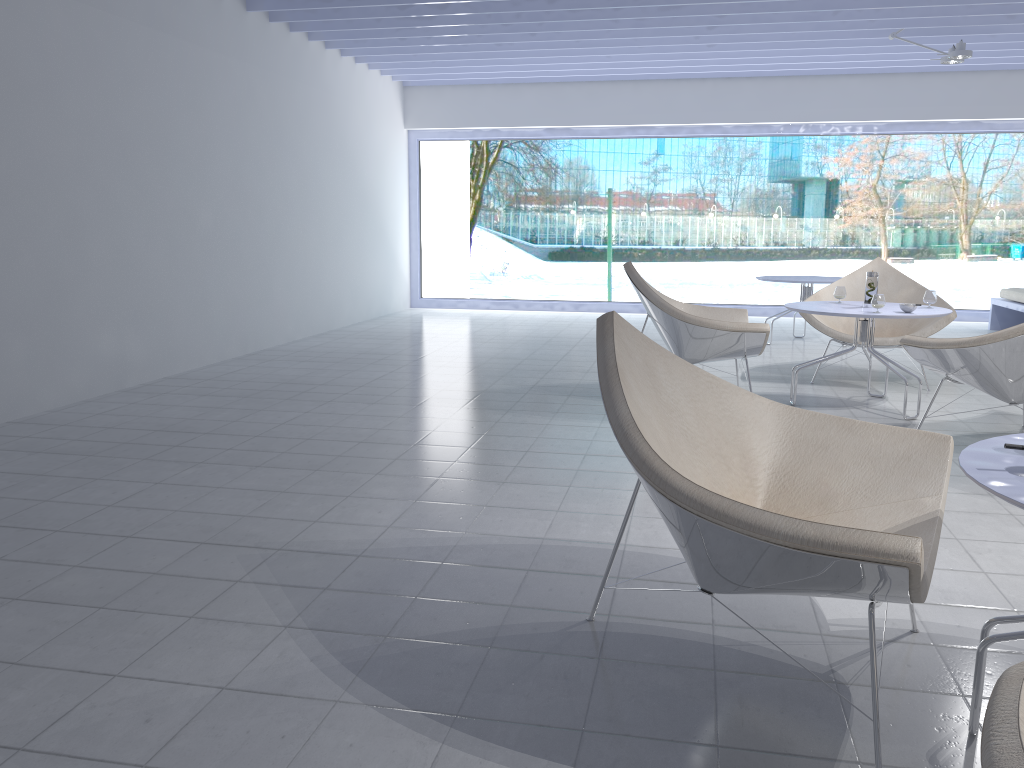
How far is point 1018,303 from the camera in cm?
777

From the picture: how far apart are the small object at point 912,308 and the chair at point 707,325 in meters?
0.7

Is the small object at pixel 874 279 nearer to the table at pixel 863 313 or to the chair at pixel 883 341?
the table at pixel 863 313

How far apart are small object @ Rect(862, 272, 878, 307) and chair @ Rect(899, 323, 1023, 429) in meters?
0.7

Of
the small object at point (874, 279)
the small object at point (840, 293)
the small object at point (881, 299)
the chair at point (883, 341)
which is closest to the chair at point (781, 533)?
the small object at point (881, 299)

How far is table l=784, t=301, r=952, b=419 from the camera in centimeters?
434cm

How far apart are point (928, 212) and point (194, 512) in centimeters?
1000cm

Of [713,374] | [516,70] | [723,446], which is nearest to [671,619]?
[723,446]

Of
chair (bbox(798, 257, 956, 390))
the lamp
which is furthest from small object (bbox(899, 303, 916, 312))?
the lamp

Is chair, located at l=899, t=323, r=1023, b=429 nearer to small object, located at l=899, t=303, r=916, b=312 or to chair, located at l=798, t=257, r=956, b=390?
small object, located at l=899, t=303, r=916, b=312
